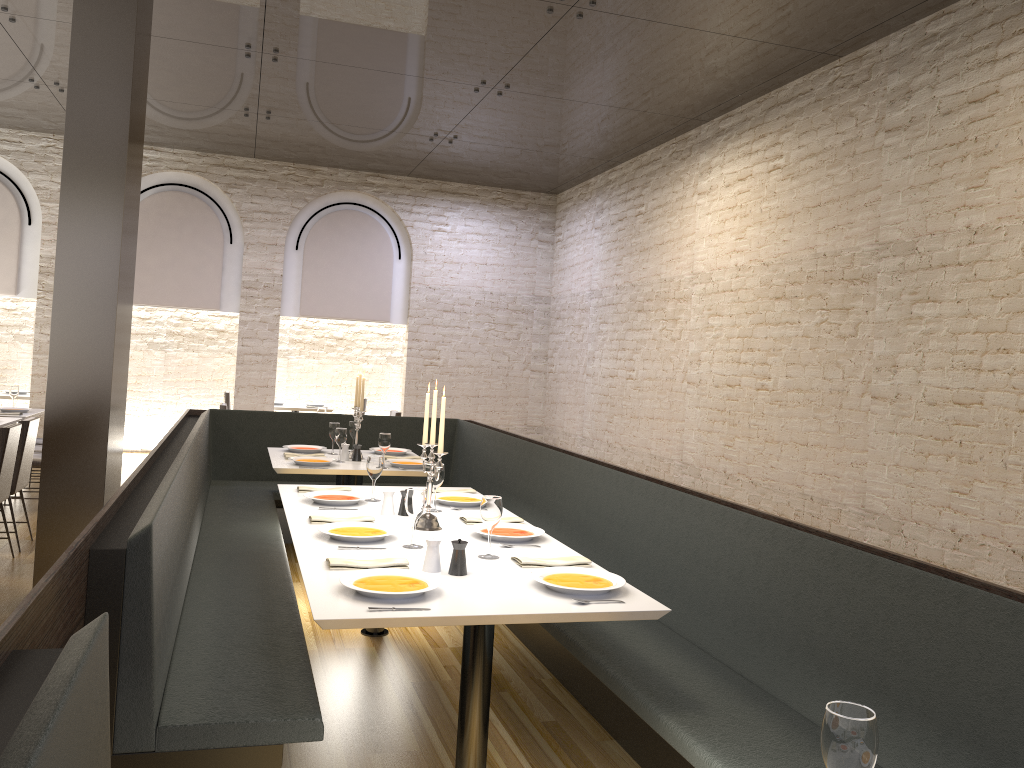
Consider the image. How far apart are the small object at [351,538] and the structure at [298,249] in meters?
7.9

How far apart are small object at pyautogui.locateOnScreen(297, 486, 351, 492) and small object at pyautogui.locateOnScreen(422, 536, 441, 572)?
1.74m

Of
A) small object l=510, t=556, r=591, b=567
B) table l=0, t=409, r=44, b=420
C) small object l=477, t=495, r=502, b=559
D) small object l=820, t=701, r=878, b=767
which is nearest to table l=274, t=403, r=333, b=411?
table l=0, t=409, r=44, b=420

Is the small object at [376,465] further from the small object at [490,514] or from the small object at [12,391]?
the small object at [12,391]

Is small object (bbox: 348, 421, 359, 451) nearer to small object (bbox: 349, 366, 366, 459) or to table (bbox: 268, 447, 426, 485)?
table (bbox: 268, 447, 426, 485)

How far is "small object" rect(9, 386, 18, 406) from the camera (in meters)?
8.62

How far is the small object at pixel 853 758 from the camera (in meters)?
1.37

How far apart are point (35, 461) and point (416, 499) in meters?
5.4 m

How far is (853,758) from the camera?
1.37m

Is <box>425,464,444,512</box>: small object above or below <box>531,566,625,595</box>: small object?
above
